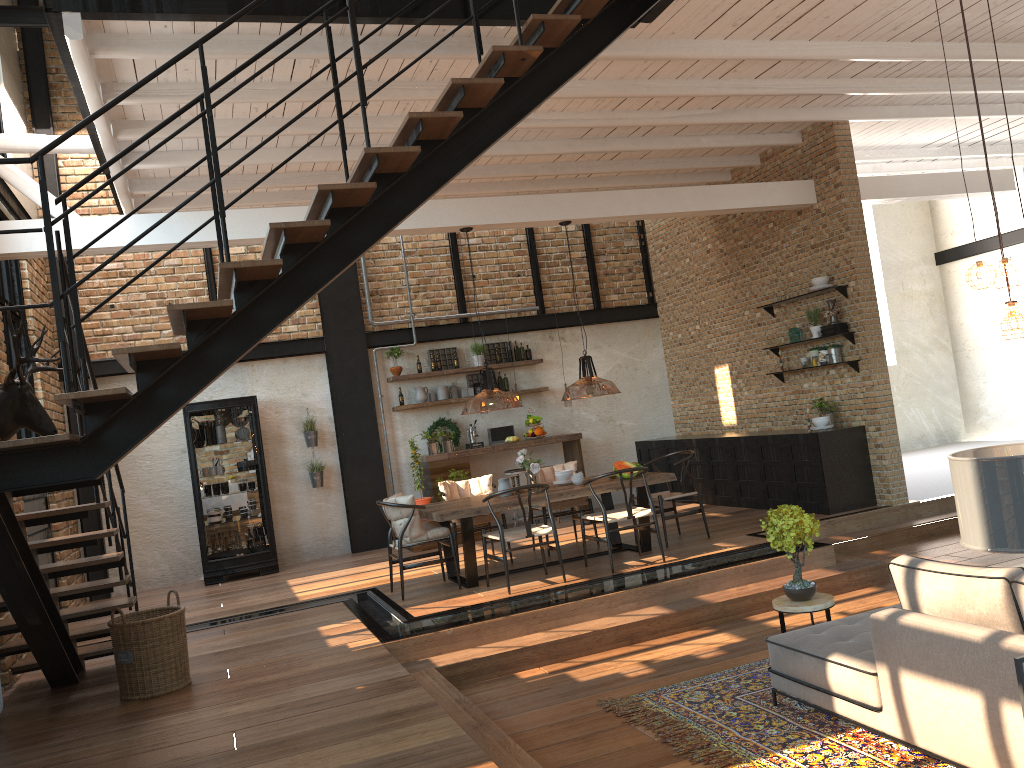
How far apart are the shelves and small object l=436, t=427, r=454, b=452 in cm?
418

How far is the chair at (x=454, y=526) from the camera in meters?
8.6

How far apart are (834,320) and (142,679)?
7.3m

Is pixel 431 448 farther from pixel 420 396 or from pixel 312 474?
pixel 312 474

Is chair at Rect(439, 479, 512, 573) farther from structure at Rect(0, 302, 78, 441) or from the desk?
structure at Rect(0, 302, 78, 441)

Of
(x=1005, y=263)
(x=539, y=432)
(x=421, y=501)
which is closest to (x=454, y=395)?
(x=539, y=432)

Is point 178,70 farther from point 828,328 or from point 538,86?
point 828,328

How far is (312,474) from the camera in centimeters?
1114cm

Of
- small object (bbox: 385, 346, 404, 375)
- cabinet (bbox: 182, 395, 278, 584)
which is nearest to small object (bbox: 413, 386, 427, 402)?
small object (bbox: 385, 346, 404, 375)

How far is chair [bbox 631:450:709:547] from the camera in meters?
8.5 m
